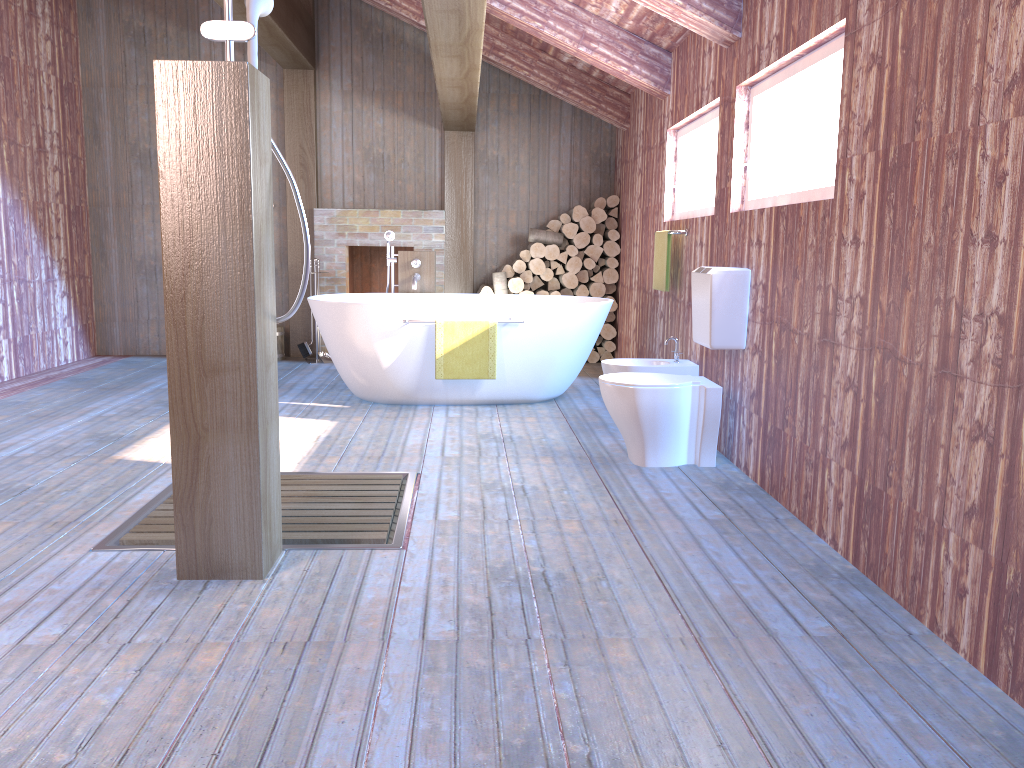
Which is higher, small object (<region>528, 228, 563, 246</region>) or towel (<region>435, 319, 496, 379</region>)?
small object (<region>528, 228, 563, 246</region>)

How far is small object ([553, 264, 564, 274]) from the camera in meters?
7.6

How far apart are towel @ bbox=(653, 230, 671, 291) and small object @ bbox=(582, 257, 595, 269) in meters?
2.0 m

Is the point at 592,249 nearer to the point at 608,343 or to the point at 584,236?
the point at 584,236

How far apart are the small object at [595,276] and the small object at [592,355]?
0.7 meters

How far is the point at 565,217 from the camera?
7.53m

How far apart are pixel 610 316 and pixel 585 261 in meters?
0.5

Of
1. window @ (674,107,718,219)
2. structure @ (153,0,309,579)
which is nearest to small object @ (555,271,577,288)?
window @ (674,107,718,219)

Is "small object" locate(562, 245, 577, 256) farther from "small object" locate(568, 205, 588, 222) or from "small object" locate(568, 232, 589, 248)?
"small object" locate(568, 205, 588, 222)

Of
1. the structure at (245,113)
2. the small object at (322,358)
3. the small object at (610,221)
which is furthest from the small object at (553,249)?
the structure at (245,113)
